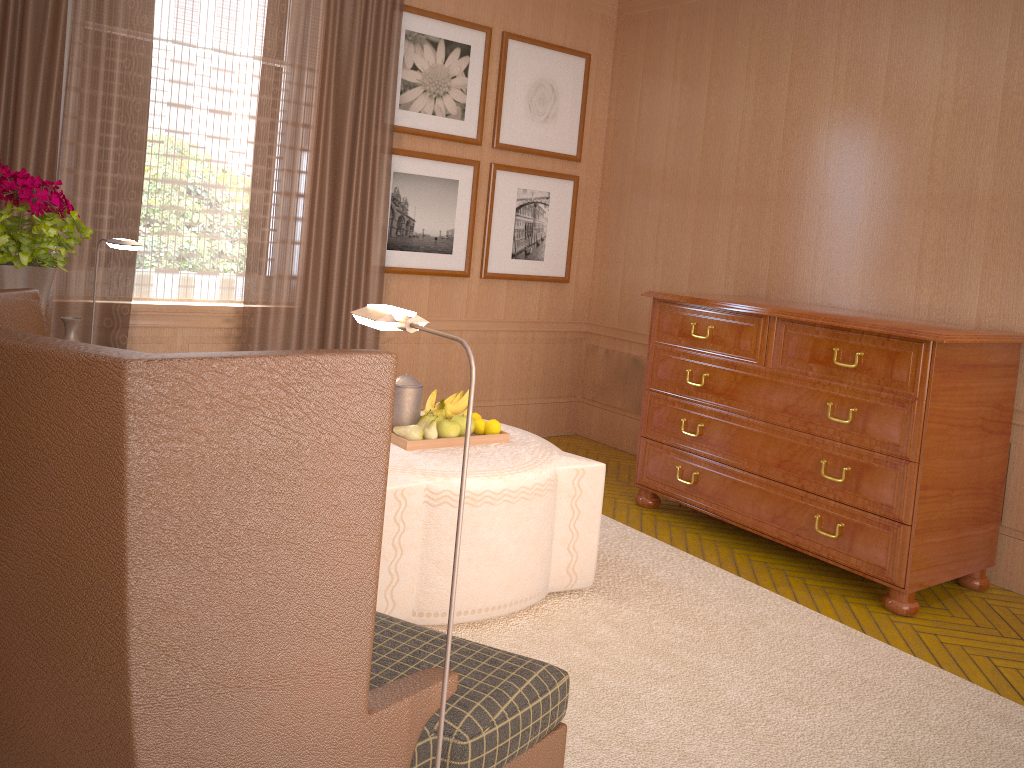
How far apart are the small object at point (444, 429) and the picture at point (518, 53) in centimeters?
439cm

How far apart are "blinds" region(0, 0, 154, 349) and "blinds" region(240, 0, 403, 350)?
0.9 meters

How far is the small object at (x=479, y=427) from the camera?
6.1 meters

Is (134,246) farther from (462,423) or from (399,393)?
(462,423)

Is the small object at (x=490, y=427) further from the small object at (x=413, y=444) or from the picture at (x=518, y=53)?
Answer: the picture at (x=518, y=53)

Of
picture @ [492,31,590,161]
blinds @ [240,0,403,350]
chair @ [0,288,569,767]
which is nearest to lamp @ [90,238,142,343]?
blinds @ [240,0,403,350]

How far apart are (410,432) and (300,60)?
4.0m

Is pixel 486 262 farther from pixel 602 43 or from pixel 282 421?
pixel 282 421

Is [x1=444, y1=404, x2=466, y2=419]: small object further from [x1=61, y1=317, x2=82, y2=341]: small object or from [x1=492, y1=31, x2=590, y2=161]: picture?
[x1=492, y1=31, x2=590, y2=161]: picture

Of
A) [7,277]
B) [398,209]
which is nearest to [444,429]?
[7,277]
